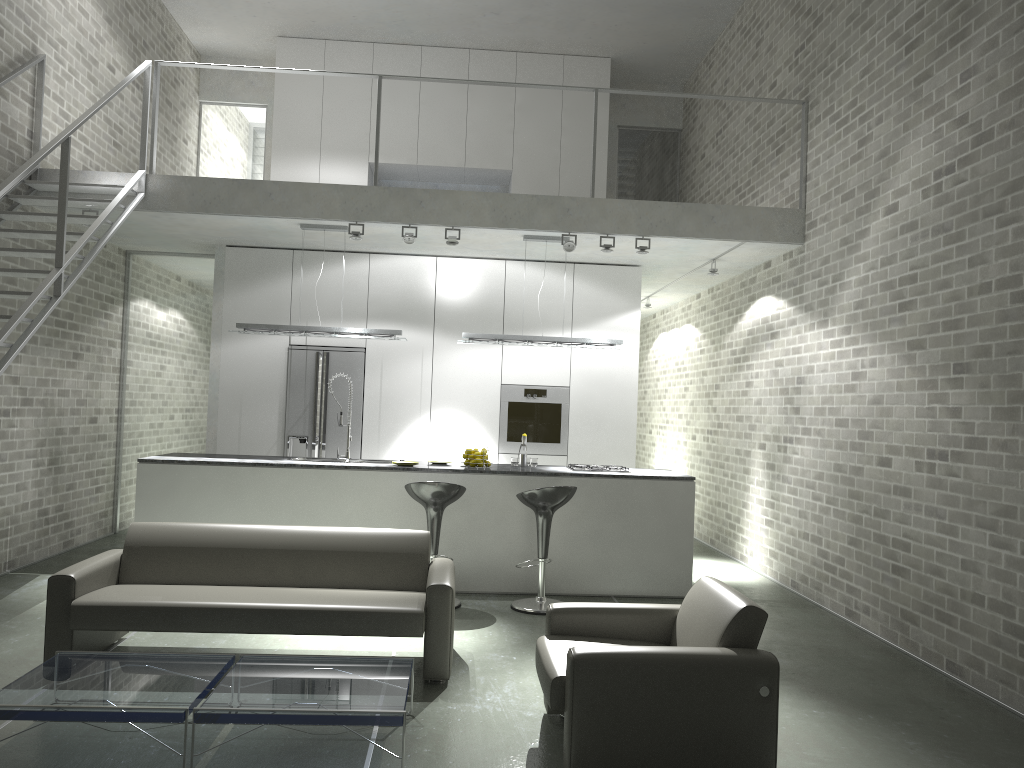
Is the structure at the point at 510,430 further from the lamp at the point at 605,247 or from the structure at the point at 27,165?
the structure at the point at 27,165

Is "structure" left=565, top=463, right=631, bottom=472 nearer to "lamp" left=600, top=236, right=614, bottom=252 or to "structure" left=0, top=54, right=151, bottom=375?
"lamp" left=600, top=236, right=614, bottom=252

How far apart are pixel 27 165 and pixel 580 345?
4.33m

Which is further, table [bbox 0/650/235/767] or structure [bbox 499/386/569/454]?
structure [bbox 499/386/569/454]

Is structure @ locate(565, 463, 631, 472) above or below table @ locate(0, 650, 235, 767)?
above

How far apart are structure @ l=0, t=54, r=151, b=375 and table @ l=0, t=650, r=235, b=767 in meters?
1.9

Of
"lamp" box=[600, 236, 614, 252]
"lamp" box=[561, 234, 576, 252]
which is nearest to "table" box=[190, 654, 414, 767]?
"lamp" box=[561, 234, 576, 252]

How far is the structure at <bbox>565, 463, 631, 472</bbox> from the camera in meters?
7.4 m

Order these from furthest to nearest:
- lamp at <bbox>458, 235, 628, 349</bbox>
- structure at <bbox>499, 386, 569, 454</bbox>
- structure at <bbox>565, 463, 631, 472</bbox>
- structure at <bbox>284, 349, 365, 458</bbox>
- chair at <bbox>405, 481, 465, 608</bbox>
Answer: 1. structure at <bbox>499, 386, 569, 454</bbox>
2. structure at <bbox>284, 349, 365, 458</bbox>
3. lamp at <bbox>458, 235, 628, 349</bbox>
4. structure at <bbox>565, 463, 631, 472</bbox>
5. chair at <bbox>405, 481, 465, 608</bbox>

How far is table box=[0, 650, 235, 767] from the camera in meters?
3.4
